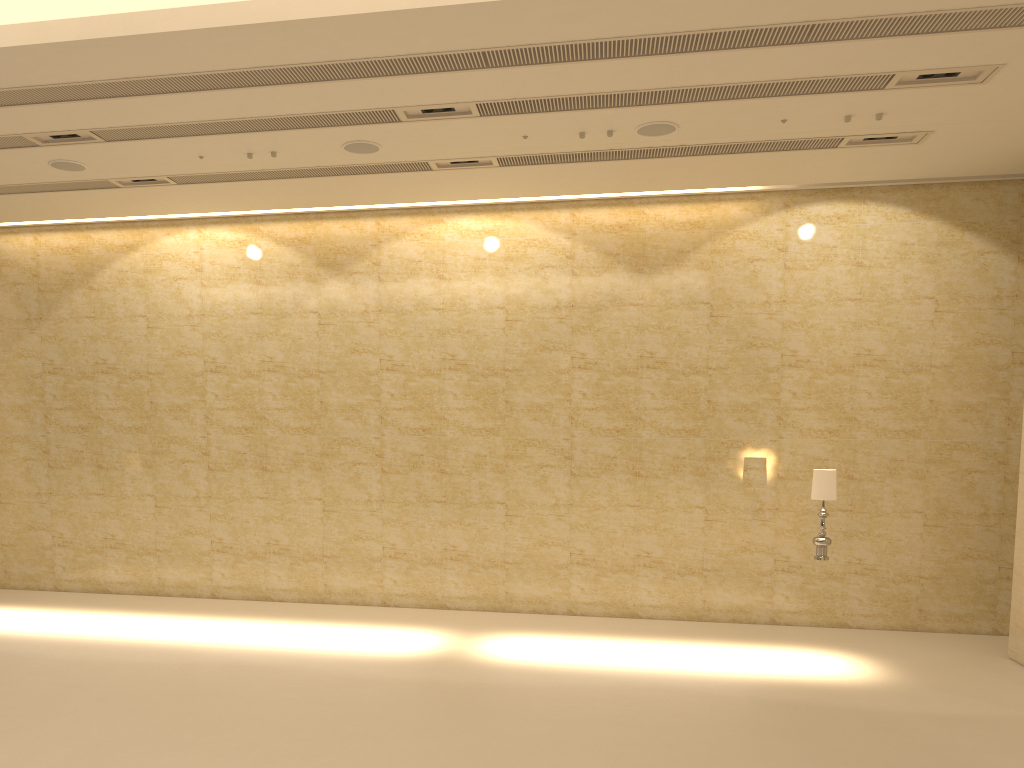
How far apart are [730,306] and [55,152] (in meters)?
9.03

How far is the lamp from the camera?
10.0m

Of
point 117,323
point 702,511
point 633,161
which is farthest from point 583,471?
point 117,323

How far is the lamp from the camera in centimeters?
1002cm

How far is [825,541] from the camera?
10.0m
